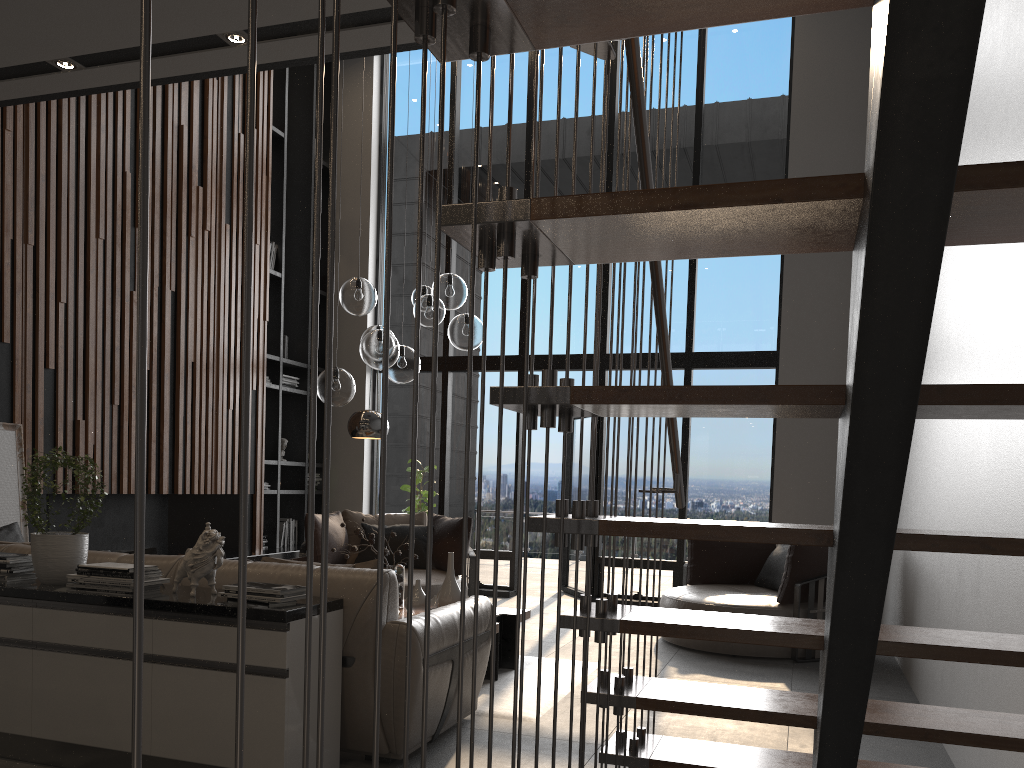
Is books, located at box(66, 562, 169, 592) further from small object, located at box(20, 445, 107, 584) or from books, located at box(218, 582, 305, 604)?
books, located at box(218, 582, 305, 604)

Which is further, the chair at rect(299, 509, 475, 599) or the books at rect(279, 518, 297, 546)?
the books at rect(279, 518, 297, 546)

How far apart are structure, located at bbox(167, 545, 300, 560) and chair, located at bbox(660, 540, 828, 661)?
3.6 meters

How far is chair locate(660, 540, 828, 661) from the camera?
5.97m

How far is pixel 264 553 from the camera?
8.0m

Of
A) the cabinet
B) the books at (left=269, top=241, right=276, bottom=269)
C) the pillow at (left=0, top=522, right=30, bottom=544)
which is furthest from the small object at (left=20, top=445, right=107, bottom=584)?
the books at (left=269, top=241, right=276, bottom=269)

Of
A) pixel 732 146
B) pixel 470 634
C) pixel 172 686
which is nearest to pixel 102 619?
pixel 172 686

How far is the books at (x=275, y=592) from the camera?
3.13m

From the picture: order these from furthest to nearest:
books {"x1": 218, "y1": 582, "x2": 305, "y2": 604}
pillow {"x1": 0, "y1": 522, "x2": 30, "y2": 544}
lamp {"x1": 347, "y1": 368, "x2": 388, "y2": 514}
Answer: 1. lamp {"x1": 347, "y1": 368, "x2": 388, "y2": 514}
2. pillow {"x1": 0, "y1": 522, "x2": 30, "y2": 544}
3. books {"x1": 218, "y1": 582, "x2": 305, "y2": 604}

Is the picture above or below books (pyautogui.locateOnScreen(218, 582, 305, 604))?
above
